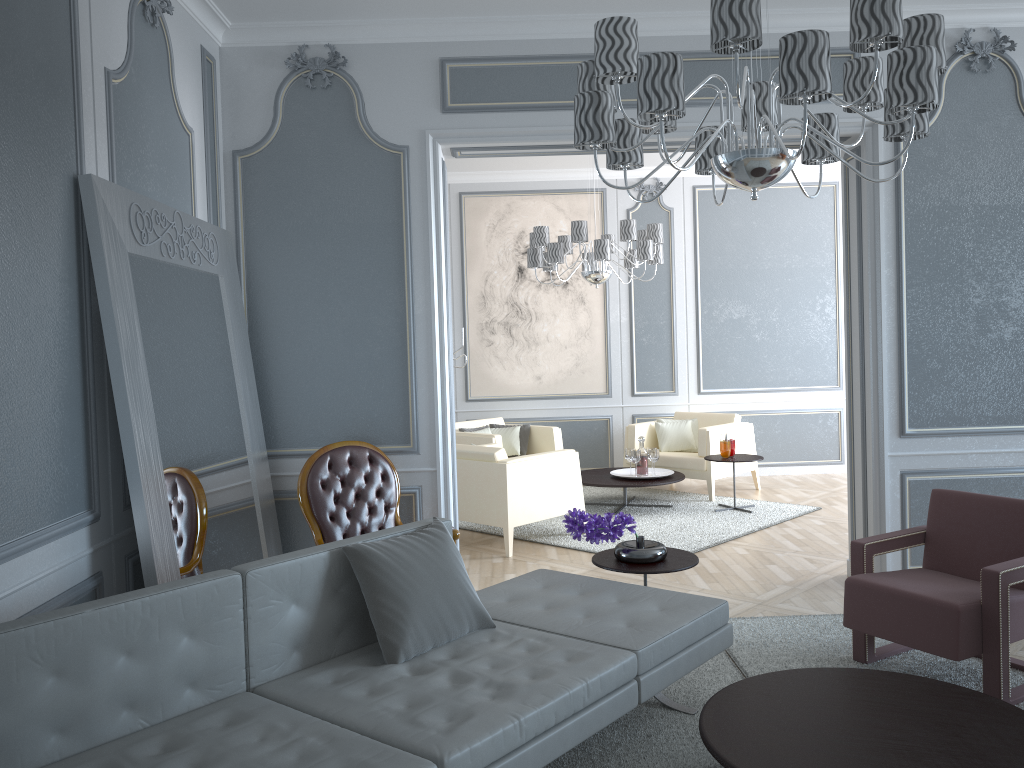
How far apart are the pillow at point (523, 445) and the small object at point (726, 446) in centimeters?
169cm

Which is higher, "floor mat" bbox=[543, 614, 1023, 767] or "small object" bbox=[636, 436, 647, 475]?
"small object" bbox=[636, 436, 647, 475]

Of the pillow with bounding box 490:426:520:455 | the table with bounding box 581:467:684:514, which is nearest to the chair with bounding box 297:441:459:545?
the table with bounding box 581:467:684:514

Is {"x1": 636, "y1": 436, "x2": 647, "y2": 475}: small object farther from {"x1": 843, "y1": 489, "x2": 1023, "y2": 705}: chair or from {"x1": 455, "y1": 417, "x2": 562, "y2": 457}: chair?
{"x1": 843, "y1": 489, "x2": 1023, "y2": 705}: chair

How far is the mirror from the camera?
2.7 meters

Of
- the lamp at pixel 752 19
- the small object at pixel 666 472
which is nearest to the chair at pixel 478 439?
the small object at pixel 666 472

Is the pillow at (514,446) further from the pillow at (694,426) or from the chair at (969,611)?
the chair at (969,611)

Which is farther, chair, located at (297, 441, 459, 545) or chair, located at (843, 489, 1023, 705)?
chair, located at (297, 441, 459, 545)

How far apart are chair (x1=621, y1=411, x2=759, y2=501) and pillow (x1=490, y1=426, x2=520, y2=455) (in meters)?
0.90

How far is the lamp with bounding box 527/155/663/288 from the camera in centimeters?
596cm
